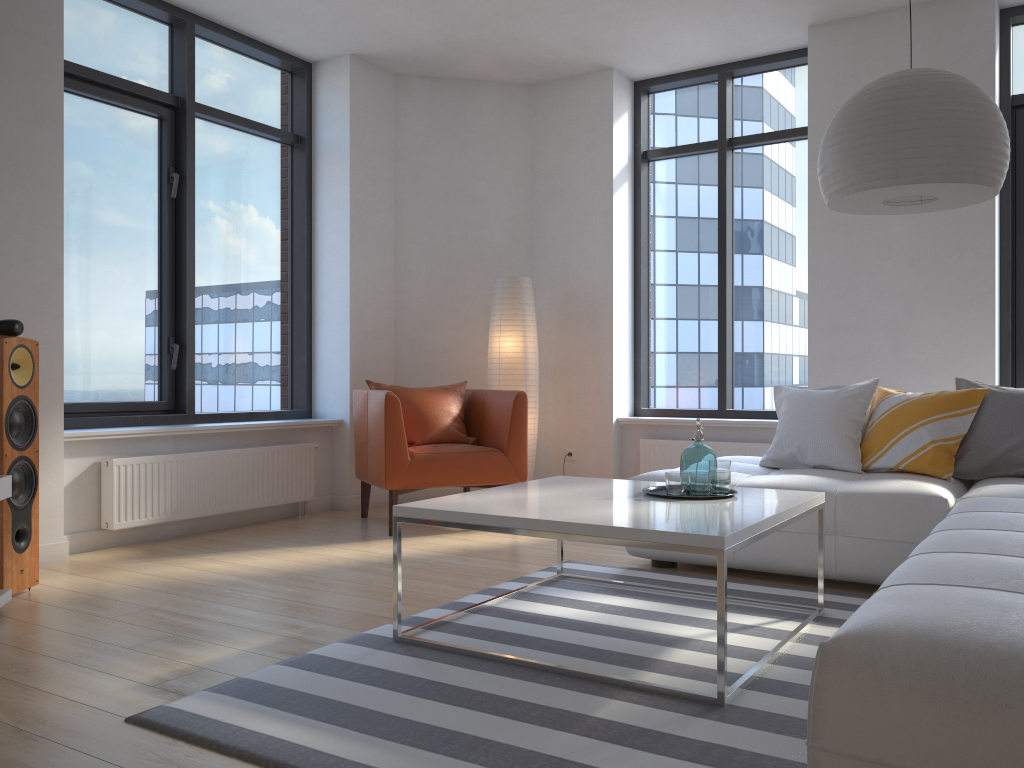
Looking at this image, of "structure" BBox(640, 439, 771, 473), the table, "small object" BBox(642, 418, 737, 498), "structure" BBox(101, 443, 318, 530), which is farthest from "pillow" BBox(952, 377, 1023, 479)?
"structure" BBox(101, 443, 318, 530)

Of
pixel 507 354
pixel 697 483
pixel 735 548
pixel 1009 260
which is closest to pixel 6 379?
pixel 697 483

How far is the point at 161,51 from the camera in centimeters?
514cm

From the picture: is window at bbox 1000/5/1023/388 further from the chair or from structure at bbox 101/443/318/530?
structure at bbox 101/443/318/530

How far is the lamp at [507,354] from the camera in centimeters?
584cm

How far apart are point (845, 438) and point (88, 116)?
4.2m

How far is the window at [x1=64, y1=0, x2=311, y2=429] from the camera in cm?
476

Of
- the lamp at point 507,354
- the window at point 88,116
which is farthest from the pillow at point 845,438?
the window at point 88,116

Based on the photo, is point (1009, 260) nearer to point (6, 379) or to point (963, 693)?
point (963, 693)

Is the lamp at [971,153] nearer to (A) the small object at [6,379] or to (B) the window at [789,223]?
(B) the window at [789,223]
